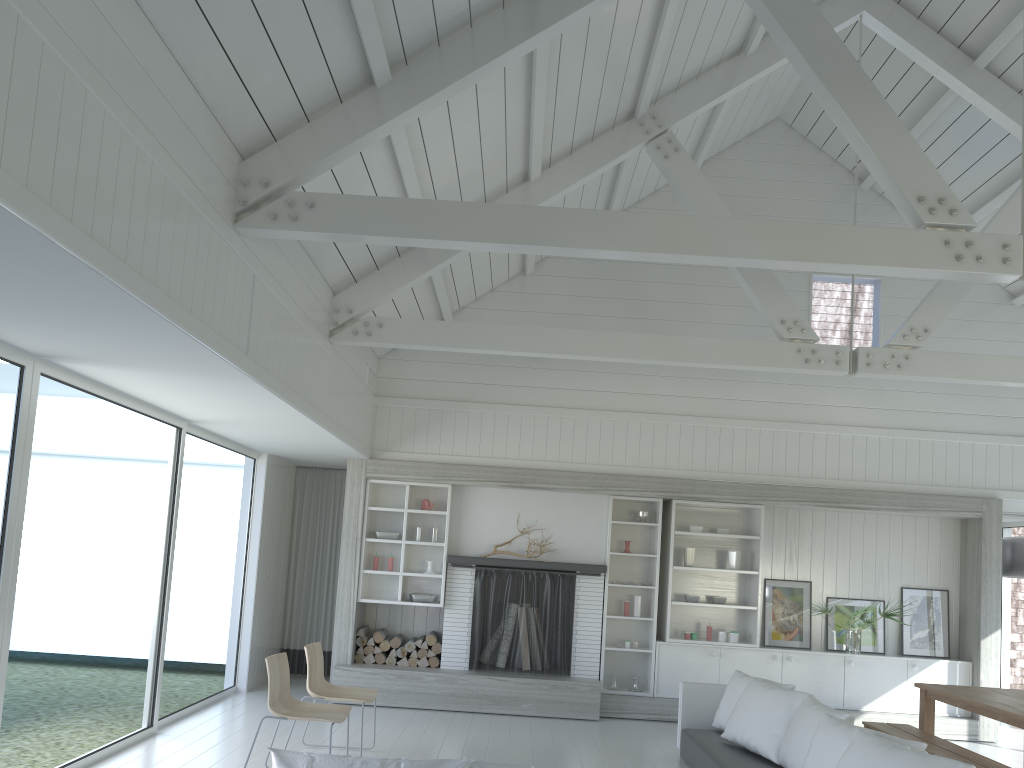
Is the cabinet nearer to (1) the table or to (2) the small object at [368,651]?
(1) the table

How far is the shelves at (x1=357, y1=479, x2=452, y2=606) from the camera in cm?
881

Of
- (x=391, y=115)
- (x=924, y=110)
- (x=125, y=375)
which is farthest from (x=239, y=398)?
(x=924, y=110)

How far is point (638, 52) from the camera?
6.3m

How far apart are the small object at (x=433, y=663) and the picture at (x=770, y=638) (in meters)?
3.32

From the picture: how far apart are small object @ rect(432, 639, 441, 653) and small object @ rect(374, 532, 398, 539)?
1.1 meters

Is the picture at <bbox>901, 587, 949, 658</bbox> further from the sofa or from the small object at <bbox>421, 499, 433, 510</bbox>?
the small object at <bbox>421, 499, 433, 510</bbox>

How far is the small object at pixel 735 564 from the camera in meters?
8.9 m

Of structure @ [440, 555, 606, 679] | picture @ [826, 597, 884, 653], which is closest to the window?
structure @ [440, 555, 606, 679]

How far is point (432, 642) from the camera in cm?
870
